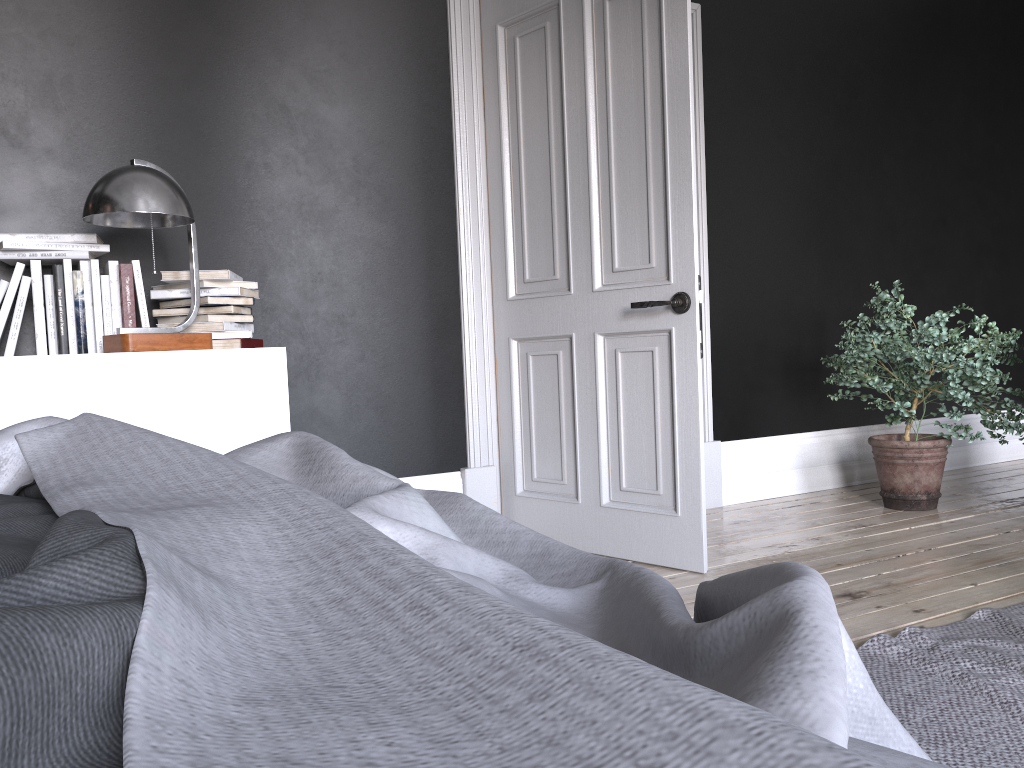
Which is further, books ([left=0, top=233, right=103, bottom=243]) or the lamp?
books ([left=0, top=233, right=103, bottom=243])

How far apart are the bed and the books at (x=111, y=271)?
1.8 meters

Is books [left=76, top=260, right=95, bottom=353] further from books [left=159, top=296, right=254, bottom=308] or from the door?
the door

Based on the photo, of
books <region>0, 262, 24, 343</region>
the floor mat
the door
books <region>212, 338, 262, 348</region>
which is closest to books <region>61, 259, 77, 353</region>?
books <region>0, 262, 24, 343</region>

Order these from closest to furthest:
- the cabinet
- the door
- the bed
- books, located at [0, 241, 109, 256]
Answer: the bed → the cabinet → books, located at [0, 241, 109, 256] → the door

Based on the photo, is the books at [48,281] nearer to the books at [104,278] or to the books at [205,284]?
the books at [104,278]

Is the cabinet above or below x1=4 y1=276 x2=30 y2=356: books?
below

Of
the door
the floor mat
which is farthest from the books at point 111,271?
the floor mat

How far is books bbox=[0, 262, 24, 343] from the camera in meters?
2.7

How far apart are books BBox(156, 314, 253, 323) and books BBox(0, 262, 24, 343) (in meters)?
0.47
